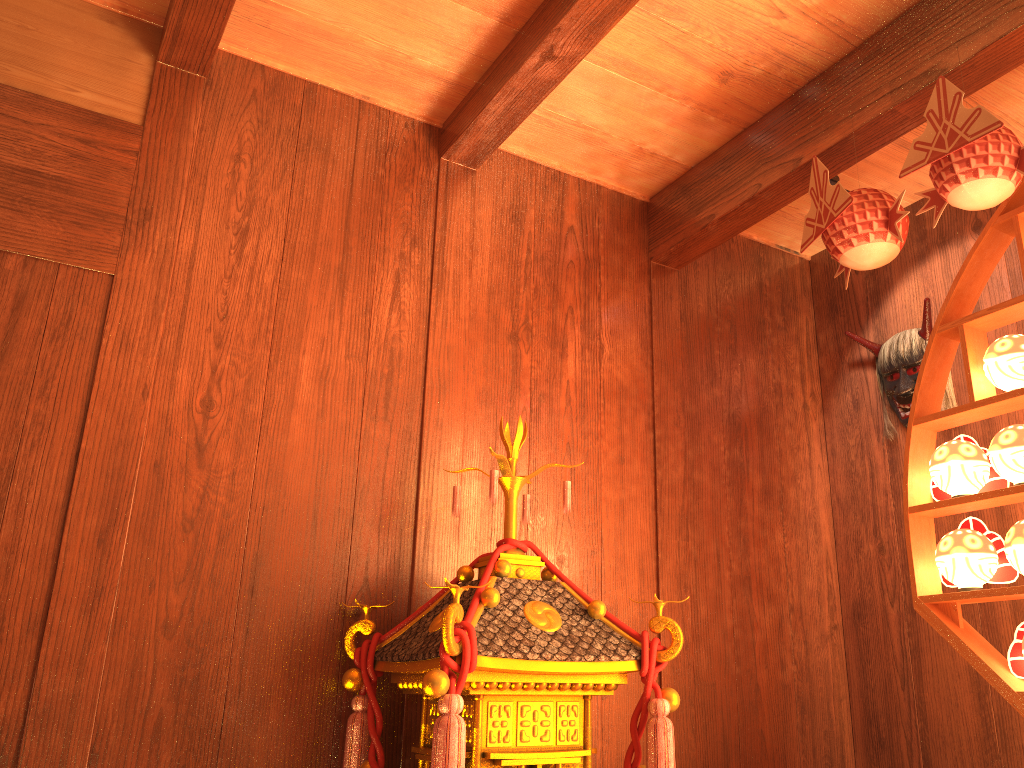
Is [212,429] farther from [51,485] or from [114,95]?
[114,95]

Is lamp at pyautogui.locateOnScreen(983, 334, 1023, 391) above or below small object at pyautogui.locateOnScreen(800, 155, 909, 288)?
below

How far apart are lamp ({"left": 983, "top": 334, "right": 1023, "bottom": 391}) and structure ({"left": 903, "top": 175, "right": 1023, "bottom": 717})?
0.0m

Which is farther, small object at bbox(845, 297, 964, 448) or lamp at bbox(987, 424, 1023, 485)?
small object at bbox(845, 297, 964, 448)

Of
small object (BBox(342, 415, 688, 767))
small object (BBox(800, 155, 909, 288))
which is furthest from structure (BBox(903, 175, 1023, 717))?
small object (BBox(342, 415, 688, 767))

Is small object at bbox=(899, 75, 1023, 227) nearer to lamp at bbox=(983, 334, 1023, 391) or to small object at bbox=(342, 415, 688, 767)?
lamp at bbox=(983, 334, 1023, 391)

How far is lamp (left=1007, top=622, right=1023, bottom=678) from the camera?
1.9 meters

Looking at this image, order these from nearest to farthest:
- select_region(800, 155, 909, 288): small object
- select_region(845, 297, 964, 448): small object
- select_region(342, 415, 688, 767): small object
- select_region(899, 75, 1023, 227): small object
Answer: select_region(342, 415, 688, 767): small object
select_region(899, 75, 1023, 227): small object
select_region(800, 155, 909, 288): small object
select_region(845, 297, 964, 448): small object

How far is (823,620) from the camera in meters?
3.0 m

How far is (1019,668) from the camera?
1.9 meters
